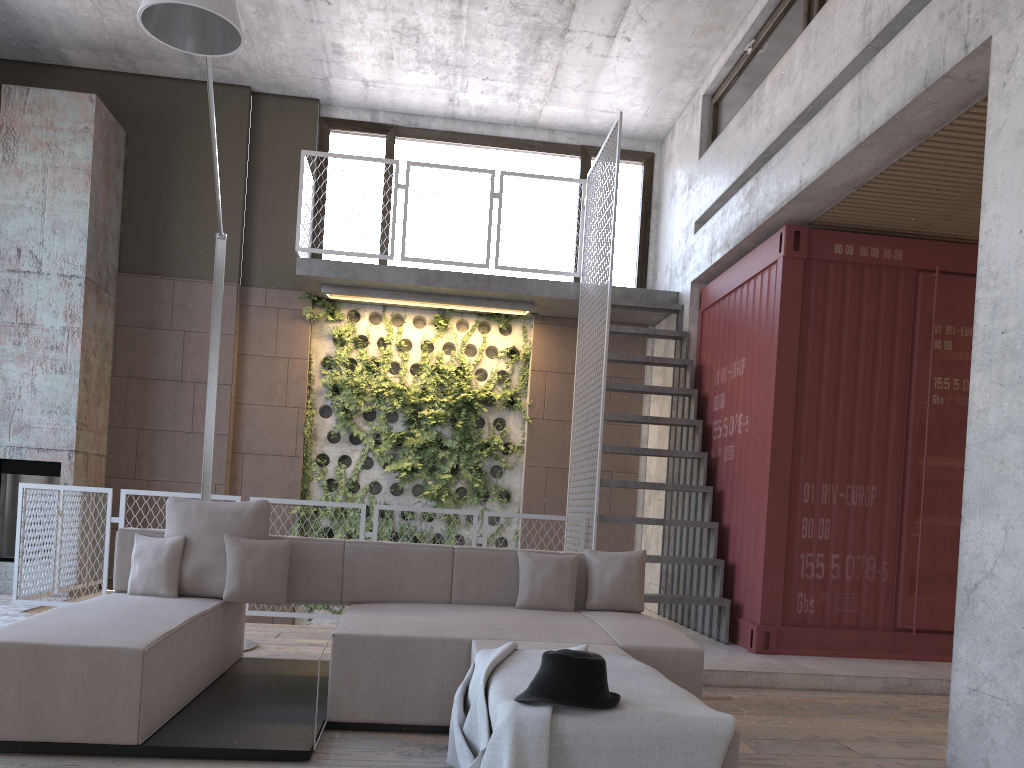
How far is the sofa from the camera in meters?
3.2

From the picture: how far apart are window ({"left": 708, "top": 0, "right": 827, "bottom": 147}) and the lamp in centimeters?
418cm

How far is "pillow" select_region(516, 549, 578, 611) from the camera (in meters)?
4.79

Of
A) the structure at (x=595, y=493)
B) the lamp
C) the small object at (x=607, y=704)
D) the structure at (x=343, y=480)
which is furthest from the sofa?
the structure at (x=343, y=480)

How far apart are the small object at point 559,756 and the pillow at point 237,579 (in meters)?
1.67

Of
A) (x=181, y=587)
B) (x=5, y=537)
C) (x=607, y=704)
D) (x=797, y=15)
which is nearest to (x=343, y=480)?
(x=5, y=537)

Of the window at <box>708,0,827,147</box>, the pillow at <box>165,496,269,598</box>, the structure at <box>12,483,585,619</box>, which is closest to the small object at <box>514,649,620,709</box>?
the pillow at <box>165,496,269,598</box>

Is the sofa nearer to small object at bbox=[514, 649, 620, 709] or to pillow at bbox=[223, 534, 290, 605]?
pillow at bbox=[223, 534, 290, 605]

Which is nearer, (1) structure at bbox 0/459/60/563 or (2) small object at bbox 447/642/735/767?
(2) small object at bbox 447/642/735/767

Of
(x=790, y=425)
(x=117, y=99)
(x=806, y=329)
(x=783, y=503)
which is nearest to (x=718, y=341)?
(x=806, y=329)
